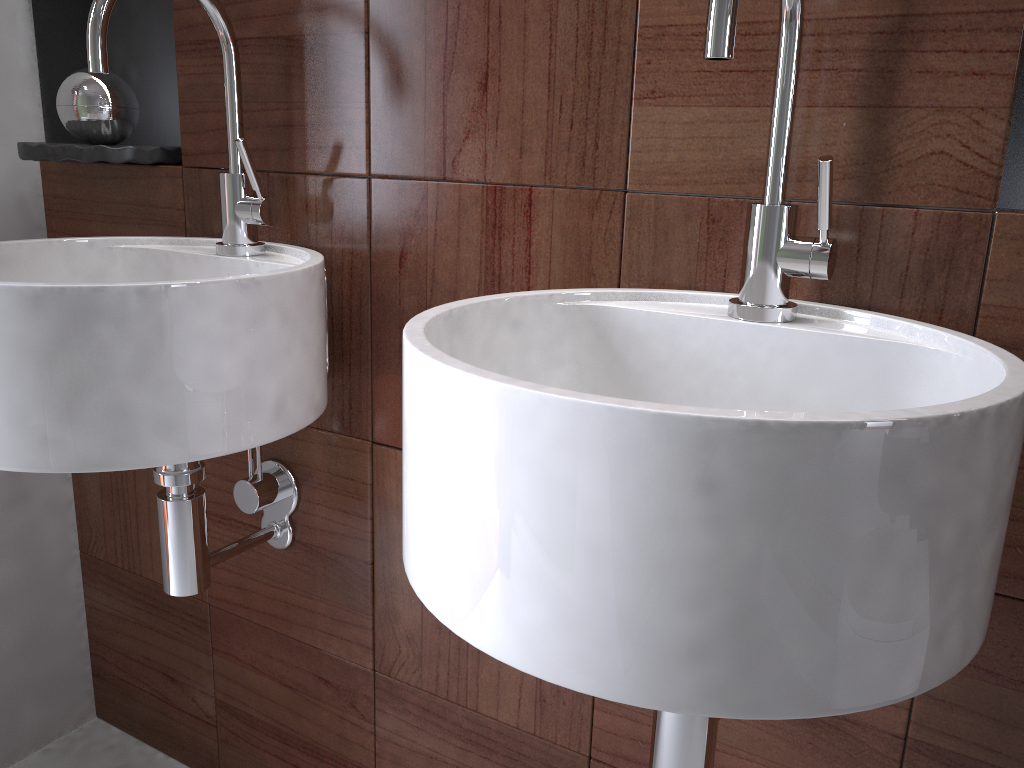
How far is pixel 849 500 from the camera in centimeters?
44cm

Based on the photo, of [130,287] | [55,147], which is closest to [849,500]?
[130,287]

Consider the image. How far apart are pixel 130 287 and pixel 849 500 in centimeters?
60cm

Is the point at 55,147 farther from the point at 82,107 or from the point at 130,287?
the point at 130,287

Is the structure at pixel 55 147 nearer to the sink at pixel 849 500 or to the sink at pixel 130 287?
the sink at pixel 130 287

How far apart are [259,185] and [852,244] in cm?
64

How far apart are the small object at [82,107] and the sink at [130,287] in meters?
0.2 m

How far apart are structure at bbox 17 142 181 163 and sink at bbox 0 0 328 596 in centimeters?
12cm

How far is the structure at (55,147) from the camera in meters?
1.1 m

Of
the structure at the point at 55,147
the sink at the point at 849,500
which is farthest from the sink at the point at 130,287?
the sink at the point at 849,500
